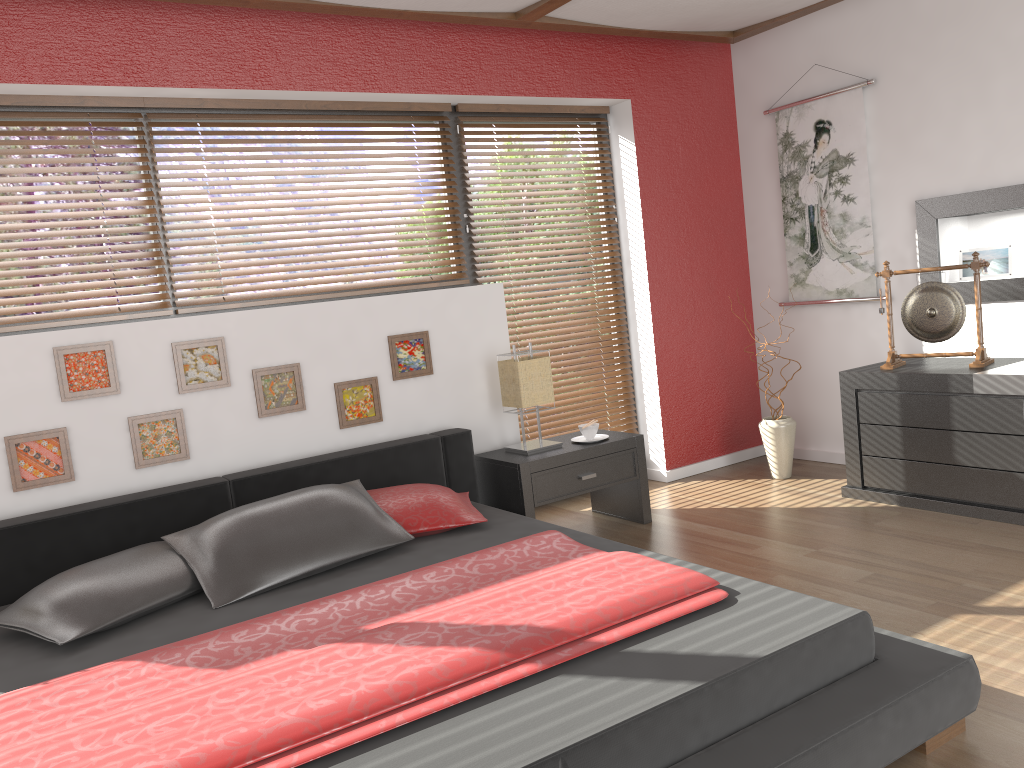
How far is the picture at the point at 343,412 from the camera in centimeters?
381cm

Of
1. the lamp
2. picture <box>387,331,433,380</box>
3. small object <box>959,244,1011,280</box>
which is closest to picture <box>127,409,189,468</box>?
picture <box>387,331,433,380</box>

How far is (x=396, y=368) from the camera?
3.94m

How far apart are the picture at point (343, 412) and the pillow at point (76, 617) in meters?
1.0 m

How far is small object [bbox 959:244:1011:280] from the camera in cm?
415

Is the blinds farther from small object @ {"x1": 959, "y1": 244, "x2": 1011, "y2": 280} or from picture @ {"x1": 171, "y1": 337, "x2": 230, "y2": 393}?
small object @ {"x1": 959, "y1": 244, "x2": 1011, "y2": 280}

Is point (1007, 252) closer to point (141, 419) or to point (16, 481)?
point (141, 419)

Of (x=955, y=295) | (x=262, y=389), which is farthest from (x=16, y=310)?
(x=955, y=295)

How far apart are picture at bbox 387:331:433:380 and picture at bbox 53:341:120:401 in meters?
1.1

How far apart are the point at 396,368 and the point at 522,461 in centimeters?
70cm
